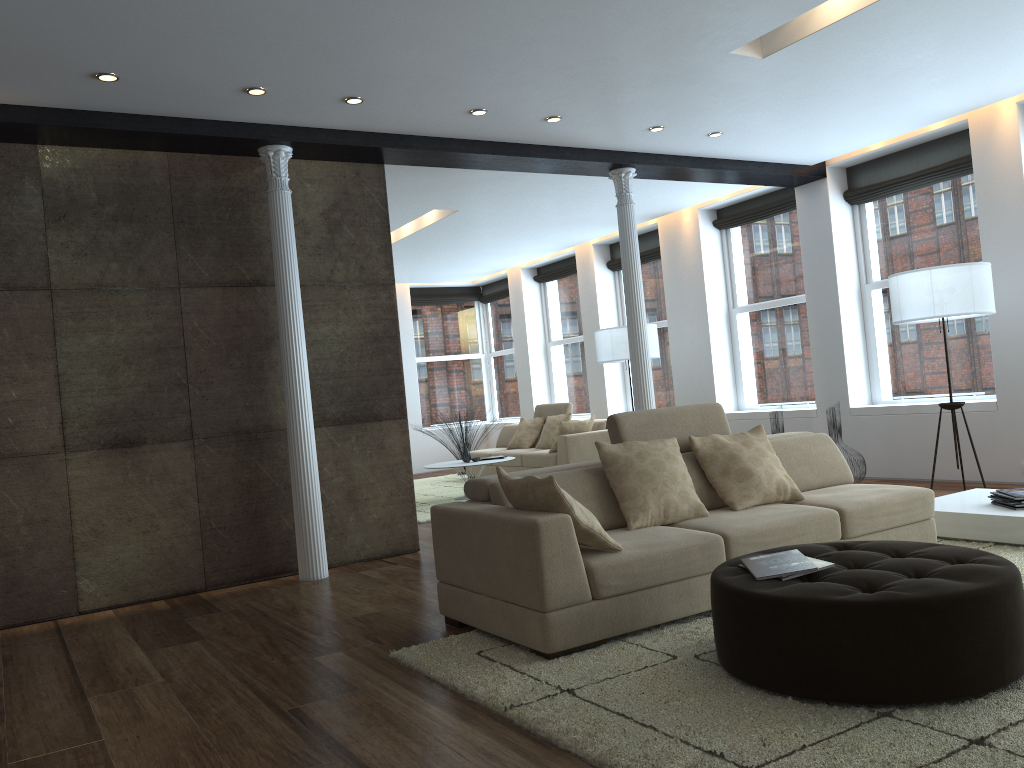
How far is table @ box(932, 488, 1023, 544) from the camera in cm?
483

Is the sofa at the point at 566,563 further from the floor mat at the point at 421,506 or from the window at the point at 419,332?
the window at the point at 419,332

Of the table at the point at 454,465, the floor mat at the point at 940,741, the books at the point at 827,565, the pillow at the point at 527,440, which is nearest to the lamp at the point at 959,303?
the floor mat at the point at 940,741

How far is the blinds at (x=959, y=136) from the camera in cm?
763

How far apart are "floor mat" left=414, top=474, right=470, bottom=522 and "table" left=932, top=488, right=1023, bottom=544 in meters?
4.4

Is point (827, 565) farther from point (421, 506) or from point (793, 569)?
point (421, 506)

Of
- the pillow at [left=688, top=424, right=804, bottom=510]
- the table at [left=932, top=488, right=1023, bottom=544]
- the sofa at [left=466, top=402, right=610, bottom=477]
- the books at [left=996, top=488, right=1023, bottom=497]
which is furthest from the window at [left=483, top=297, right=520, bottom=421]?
the books at [left=996, top=488, right=1023, bottom=497]

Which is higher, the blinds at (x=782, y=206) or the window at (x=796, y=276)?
the blinds at (x=782, y=206)

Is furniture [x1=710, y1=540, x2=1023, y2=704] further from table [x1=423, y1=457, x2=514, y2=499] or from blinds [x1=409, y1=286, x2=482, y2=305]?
blinds [x1=409, y1=286, x2=482, y2=305]

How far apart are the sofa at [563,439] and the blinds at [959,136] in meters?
3.6
